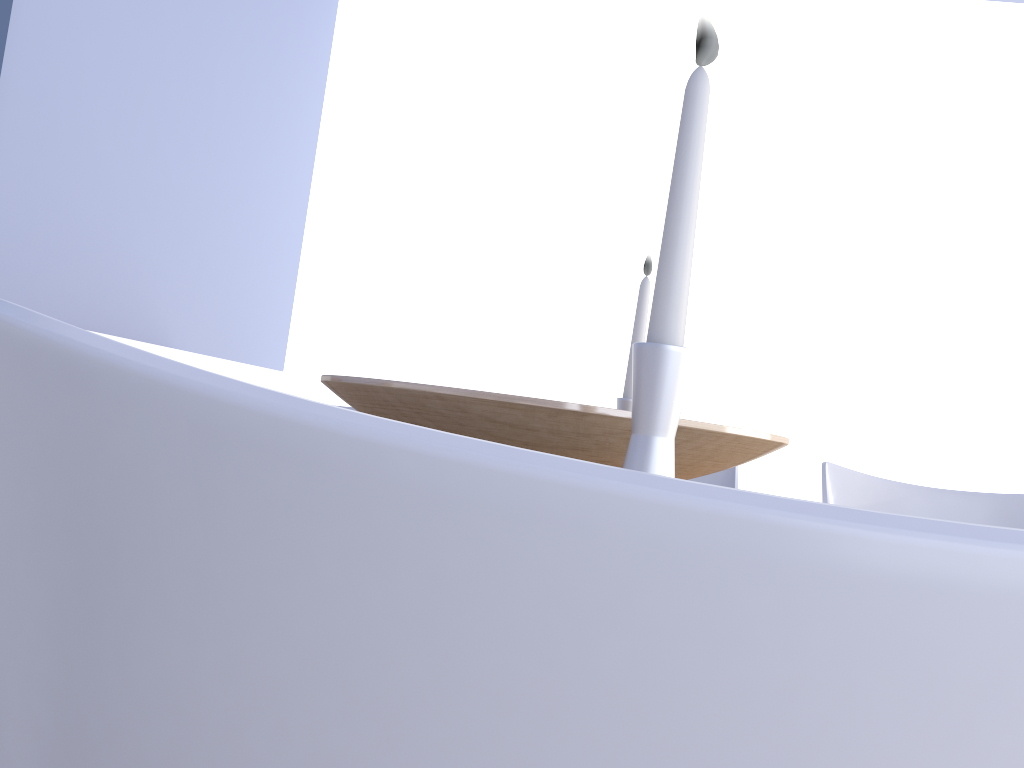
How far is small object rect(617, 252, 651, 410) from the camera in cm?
132

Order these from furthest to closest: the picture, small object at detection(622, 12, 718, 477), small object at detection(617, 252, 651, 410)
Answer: the picture < small object at detection(617, 252, 651, 410) < small object at detection(622, 12, 718, 477)

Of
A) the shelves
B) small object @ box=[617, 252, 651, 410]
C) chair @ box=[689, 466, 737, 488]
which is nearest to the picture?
the shelves

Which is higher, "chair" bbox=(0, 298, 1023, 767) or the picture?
the picture

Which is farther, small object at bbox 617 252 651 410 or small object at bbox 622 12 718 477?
small object at bbox 617 252 651 410

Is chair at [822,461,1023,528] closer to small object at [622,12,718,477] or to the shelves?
small object at [622,12,718,477]

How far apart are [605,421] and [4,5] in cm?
166

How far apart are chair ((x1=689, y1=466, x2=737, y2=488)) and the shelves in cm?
107

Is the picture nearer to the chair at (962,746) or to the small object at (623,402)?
the small object at (623,402)

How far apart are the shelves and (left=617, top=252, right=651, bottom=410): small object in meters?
0.9
